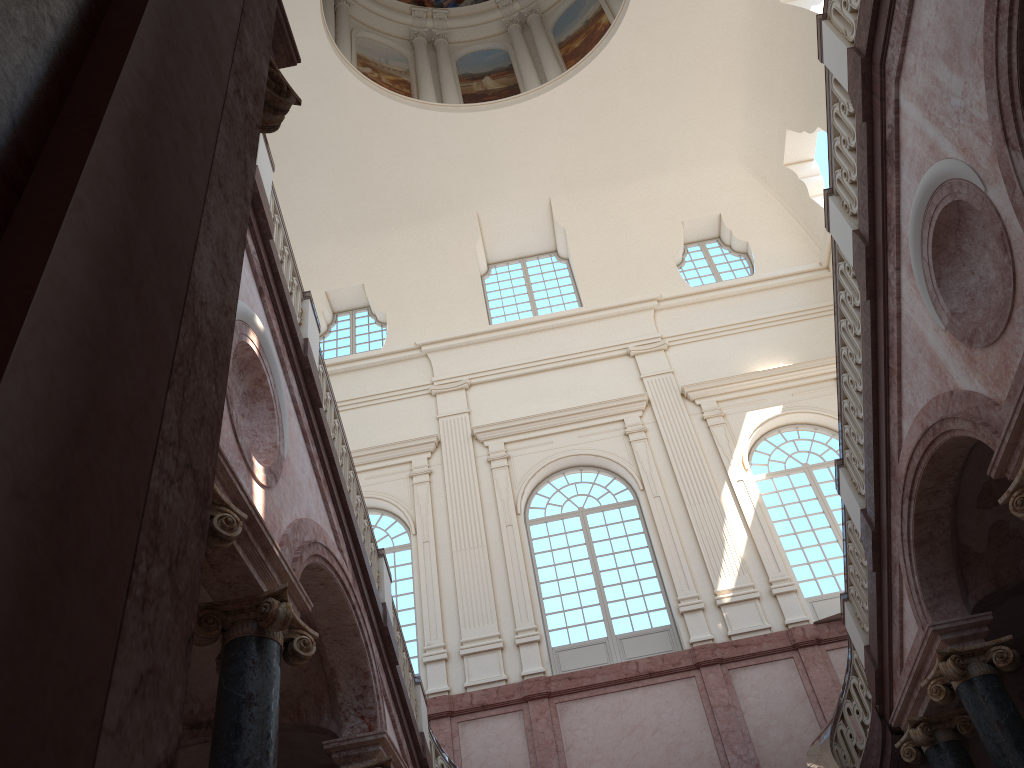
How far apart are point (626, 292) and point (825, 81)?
12.01m

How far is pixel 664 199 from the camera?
20.83m

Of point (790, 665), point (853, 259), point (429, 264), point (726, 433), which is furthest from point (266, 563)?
point (429, 264)
